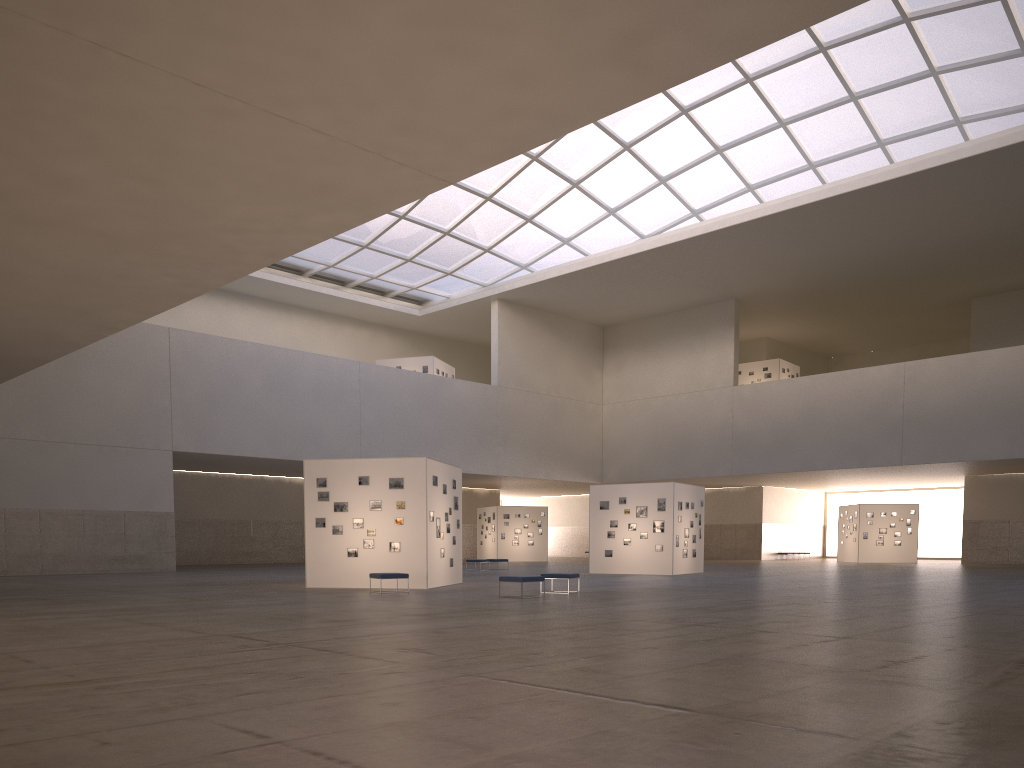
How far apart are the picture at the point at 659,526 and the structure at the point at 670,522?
0.3 meters

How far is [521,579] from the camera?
24.87m

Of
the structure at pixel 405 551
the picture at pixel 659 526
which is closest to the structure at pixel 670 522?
the picture at pixel 659 526

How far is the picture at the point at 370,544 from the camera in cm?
3011

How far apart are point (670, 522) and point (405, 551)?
16.88m

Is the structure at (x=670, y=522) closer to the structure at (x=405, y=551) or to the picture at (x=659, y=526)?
the picture at (x=659, y=526)

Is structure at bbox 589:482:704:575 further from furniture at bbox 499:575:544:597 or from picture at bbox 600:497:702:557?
furniture at bbox 499:575:544:597

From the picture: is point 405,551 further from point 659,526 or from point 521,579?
point 659,526

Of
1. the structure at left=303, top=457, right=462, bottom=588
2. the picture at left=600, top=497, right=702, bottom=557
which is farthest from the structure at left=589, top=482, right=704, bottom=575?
the structure at left=303, top=457, right=462, bottom=588

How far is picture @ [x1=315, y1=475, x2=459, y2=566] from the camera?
30.1 meters
